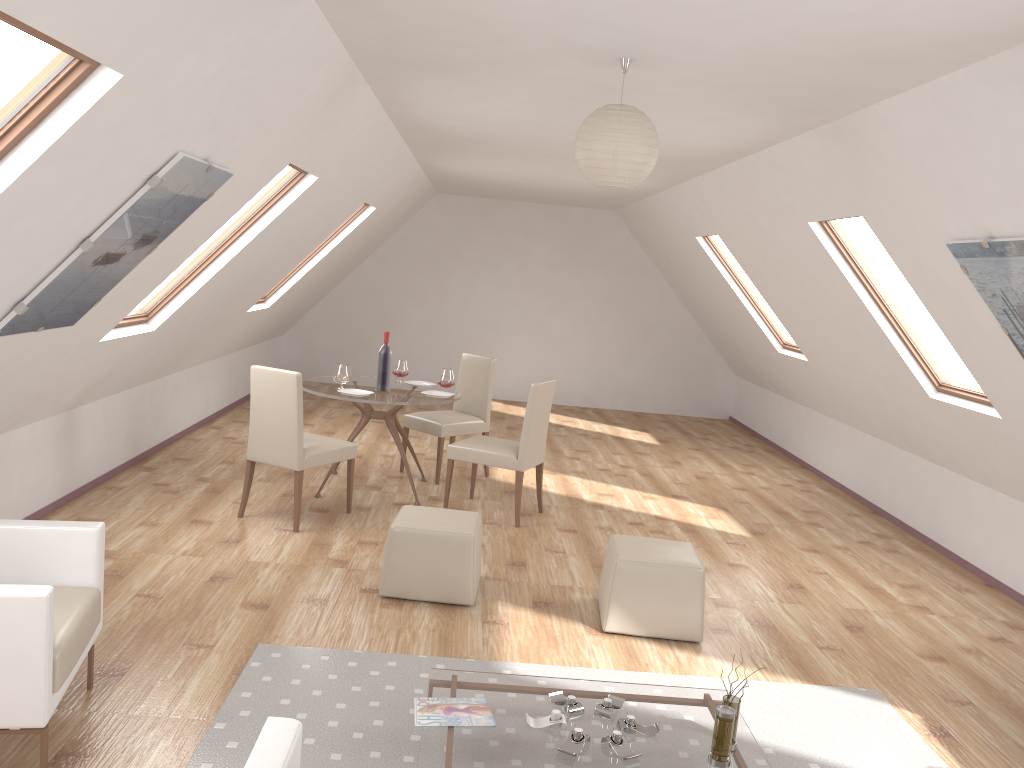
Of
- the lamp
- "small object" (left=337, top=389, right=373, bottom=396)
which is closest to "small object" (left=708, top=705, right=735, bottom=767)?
the lamp

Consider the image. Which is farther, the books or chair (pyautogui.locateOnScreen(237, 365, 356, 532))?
chair (pyautogui.locateOnScreen(237, 365, 356, 532))

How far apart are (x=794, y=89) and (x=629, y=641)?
2.6 meters

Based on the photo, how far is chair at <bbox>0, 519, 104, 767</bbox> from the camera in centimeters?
270cm

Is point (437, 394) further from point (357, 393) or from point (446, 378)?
point (357, 393)

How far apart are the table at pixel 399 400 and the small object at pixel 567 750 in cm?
339

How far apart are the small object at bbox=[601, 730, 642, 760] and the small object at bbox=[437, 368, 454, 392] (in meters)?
3.89

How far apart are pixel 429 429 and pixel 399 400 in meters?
0.9 m

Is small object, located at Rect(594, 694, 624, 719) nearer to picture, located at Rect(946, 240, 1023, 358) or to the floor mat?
the floor mat

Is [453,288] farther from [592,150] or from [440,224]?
[592,150]
